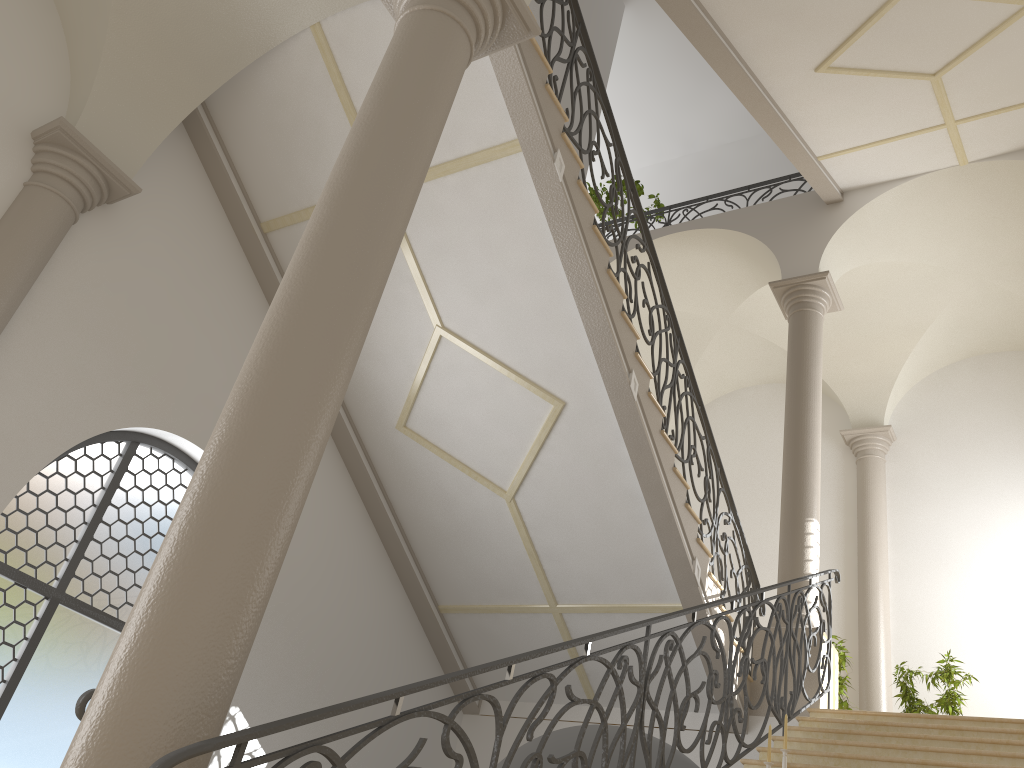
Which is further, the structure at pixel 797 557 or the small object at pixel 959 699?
the small object at pixel 959 699

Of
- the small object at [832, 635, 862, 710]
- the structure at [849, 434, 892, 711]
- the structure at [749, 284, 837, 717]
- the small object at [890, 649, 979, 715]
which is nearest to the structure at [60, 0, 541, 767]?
the structure at [749, 284, 837, 717]

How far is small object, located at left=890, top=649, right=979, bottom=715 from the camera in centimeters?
921cm

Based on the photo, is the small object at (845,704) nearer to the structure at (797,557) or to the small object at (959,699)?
the small object at (959,699)

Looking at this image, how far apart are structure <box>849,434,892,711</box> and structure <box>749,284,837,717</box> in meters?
3.0 m

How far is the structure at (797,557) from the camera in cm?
844

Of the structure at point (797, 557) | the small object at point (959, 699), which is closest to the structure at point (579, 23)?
the structure at point (797, 557)

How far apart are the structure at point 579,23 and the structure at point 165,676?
1.7 meters

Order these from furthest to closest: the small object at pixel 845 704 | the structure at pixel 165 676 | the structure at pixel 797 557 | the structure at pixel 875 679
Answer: the structure at pixel 875 679 → the small object at pixel 845 704 → the structure at pixel 797 557 → the structure at pixel 165 676

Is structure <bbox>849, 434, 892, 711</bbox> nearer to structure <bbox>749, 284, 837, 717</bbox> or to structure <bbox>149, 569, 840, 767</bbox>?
structure <bbox>749, 284, 837, 717</bbox>
